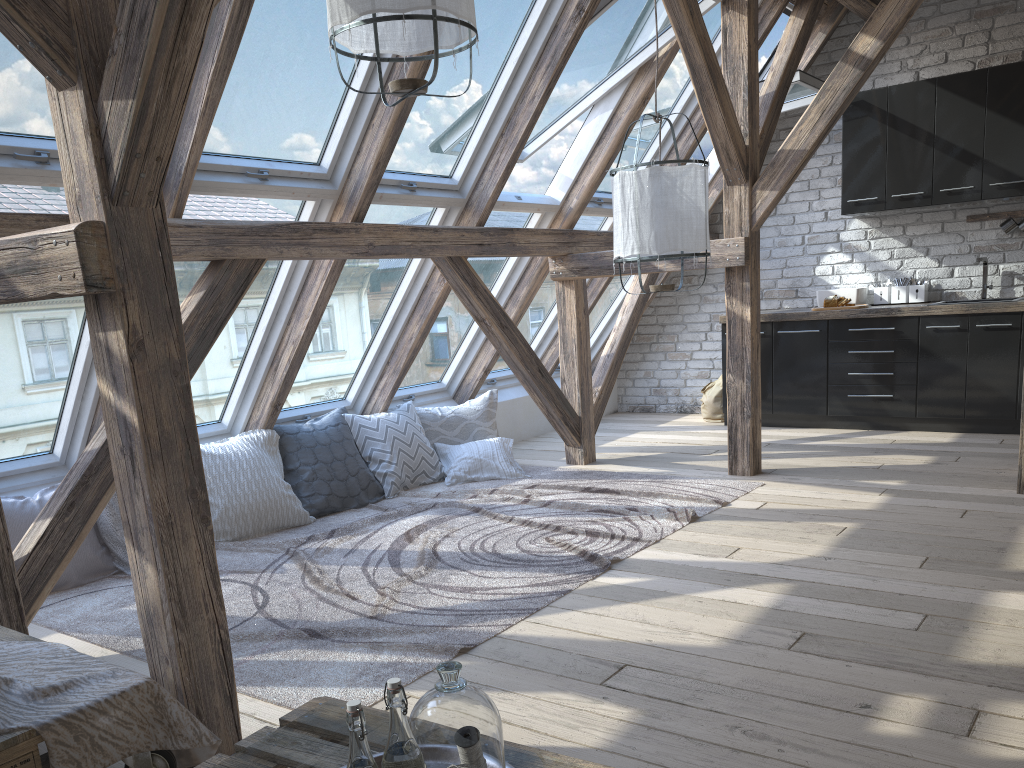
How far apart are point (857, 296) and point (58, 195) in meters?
5.3

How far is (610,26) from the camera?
4.7 meters

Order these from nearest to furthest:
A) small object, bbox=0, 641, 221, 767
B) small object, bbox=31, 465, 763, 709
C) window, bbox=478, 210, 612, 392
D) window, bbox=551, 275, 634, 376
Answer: small object, bbox=0, 641, 221, 767
small object, bbox=31, 465, 763, 709
window, bbox=478, 210, 612, 392
window, bbox=551, 275, 634, 376

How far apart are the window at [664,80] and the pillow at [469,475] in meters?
1.6

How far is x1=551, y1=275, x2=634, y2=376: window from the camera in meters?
7.3

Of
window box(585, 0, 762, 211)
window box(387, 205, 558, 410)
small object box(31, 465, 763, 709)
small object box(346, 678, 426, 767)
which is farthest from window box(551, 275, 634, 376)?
small object box(346, 678, 426, 767)

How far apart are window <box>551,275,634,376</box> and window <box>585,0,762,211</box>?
1.1m

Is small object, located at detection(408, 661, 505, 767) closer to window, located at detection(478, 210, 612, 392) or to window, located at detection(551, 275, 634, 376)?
window, located at detection(478, 210, 612, 392)

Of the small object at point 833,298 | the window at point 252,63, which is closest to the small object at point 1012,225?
the small object at point 833,298

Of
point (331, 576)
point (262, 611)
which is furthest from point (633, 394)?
point (262, 611)
